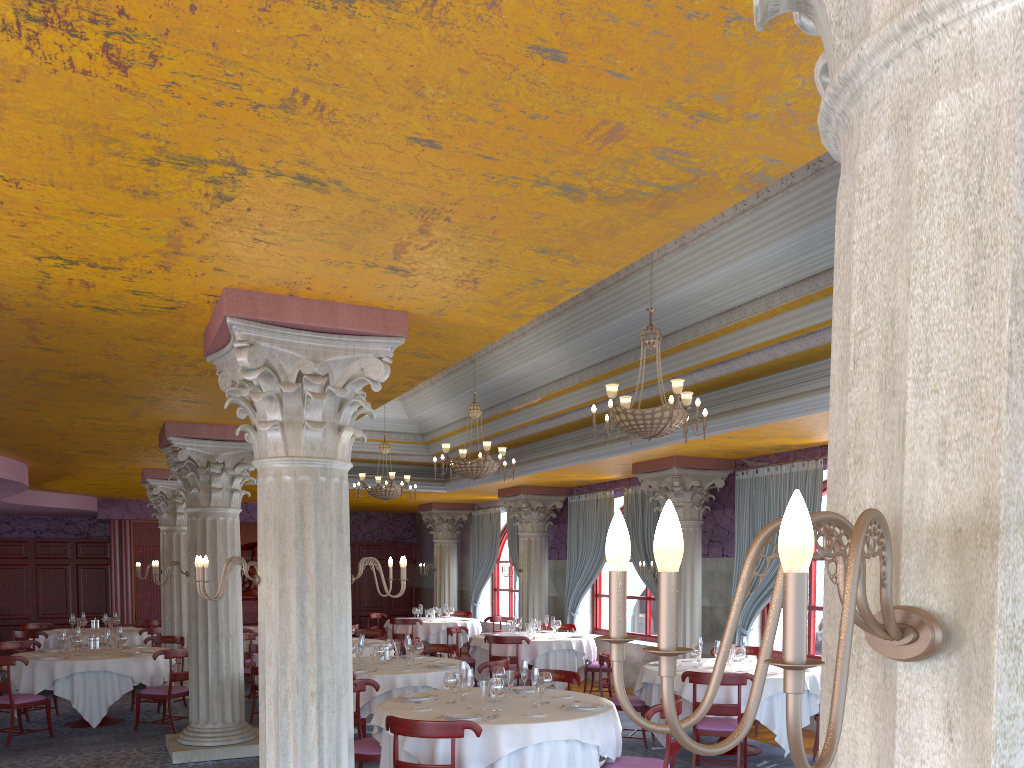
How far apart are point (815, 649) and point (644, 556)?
3.27m

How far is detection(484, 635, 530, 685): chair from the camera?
12.3m

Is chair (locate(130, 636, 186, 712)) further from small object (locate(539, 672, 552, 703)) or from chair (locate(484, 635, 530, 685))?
small object (locate(539, 672, 552, 703))

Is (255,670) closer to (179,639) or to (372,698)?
(179,639)

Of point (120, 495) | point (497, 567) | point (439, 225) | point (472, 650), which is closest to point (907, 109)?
point (439, 225)

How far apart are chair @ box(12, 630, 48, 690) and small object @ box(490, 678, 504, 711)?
10.32m

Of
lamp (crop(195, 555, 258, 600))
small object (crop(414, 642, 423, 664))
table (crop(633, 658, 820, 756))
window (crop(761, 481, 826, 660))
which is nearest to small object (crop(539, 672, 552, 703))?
table (crop(633, 658, 820, 756))

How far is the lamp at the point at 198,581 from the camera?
5.1 meters

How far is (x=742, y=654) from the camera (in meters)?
8.99

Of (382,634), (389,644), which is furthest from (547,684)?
(382,634)
